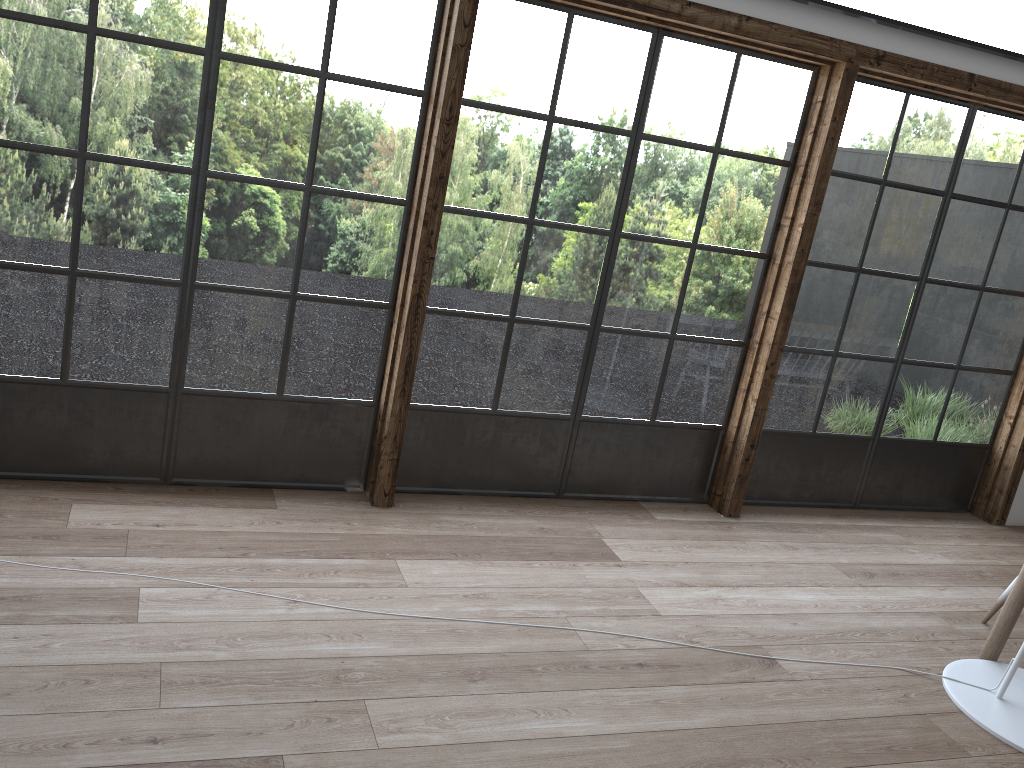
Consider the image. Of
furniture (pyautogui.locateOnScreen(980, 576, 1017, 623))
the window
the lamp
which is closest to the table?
the lamp

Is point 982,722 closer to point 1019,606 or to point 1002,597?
point 1019,606

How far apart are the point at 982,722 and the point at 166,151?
3.48m

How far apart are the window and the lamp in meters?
1.3

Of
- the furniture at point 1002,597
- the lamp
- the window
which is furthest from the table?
the window

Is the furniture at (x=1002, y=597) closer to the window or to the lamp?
the lamp

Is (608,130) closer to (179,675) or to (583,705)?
(583,705)

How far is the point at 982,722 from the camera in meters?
3.0

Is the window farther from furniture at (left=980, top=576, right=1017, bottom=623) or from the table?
the table

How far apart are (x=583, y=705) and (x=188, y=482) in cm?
185
